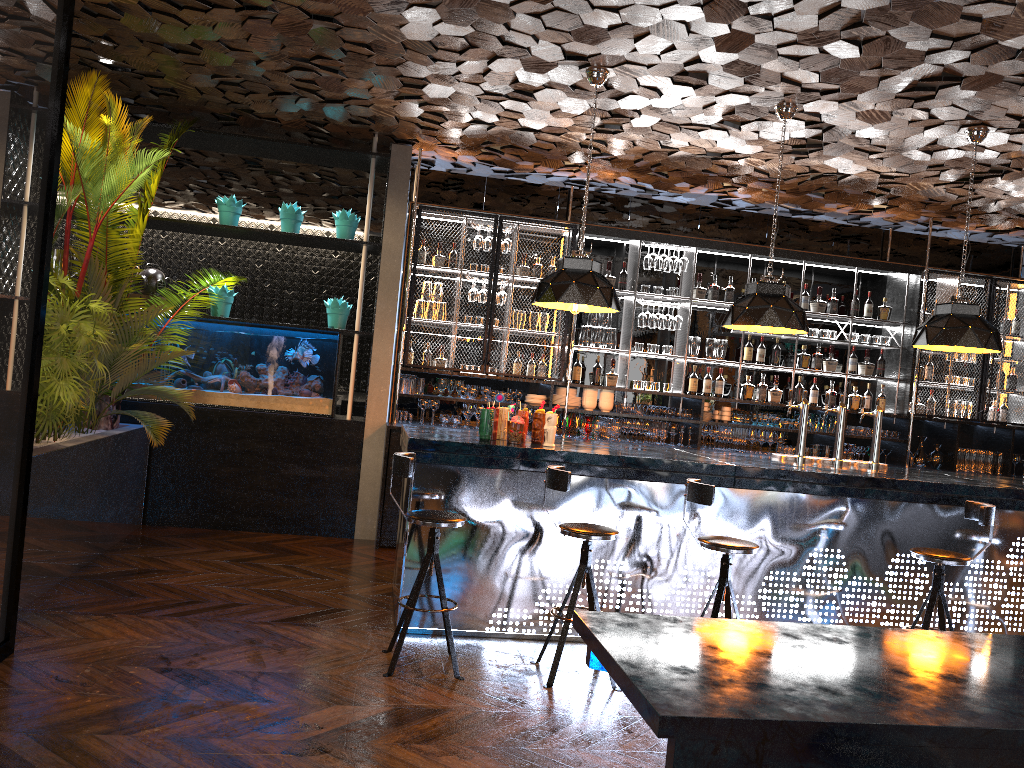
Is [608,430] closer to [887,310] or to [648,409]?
[648,409]

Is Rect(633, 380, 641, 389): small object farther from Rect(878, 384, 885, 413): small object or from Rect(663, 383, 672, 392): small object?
Rect(878, 384, 885, 413): small object

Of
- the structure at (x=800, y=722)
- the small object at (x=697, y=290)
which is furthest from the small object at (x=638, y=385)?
the structure at (x=800, y=722)

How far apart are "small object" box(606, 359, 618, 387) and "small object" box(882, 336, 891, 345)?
2.84m

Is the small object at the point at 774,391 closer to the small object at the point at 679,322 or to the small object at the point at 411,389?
the small object at the point at 679,322

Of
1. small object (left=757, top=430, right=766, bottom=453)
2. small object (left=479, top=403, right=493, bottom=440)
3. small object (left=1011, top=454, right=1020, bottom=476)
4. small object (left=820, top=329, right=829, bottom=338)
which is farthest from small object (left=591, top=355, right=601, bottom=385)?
small object (left=1011, top=454, right=1020, bottom=476)

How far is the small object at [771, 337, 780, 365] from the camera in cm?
888

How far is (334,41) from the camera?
5.7 meters

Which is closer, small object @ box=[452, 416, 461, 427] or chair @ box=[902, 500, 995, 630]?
chair @ box=[902, 500, 995, 630]

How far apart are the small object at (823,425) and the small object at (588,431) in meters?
2.3 m
